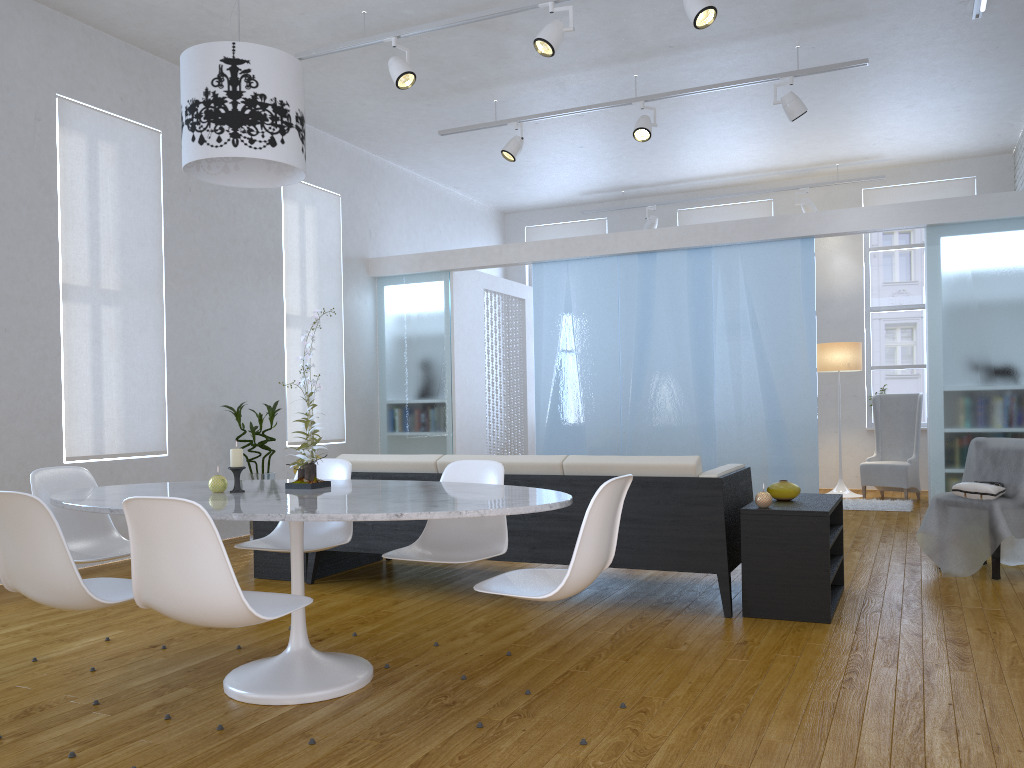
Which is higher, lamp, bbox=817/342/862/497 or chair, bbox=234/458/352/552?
lamp, bbox=817/342/862/497

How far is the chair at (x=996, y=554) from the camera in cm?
433

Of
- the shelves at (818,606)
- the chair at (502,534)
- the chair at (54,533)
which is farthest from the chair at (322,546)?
the shelves at (818,606)

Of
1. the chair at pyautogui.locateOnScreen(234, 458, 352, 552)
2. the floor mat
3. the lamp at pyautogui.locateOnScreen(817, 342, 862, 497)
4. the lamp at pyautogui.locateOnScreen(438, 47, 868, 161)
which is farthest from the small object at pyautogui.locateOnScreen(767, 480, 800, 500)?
the lamp at pyautogui.locateOnScreen(817, 342, 862, 497)

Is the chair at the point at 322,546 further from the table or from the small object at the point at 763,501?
the small object at the point at 763,501

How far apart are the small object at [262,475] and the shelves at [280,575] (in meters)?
1.36

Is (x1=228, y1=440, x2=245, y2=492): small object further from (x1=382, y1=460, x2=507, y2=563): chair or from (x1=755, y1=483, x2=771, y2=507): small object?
(x1=755, y1=483, x2=771, y2=507): small object

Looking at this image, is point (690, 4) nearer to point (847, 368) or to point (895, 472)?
point (847, 368)

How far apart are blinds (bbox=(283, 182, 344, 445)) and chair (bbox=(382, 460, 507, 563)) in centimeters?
389cm

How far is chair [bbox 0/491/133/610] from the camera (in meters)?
2.32
